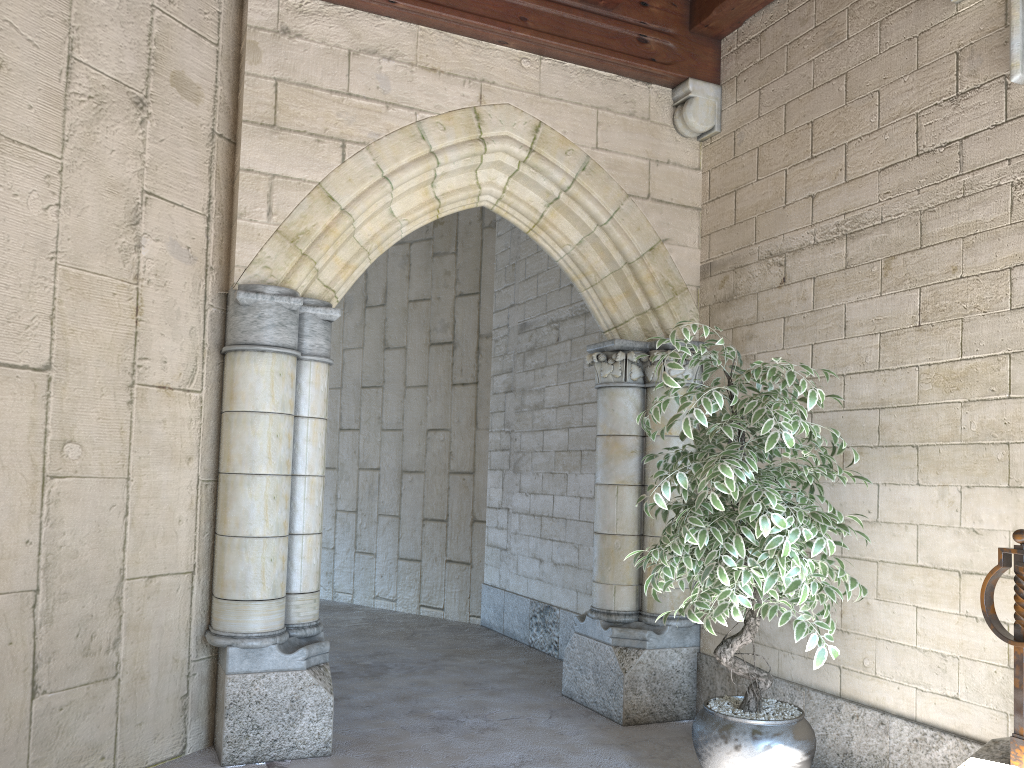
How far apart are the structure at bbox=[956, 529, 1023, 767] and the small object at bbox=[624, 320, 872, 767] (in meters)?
0.36

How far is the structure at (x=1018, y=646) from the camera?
2.3m

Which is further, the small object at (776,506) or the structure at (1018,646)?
the small object at (776,506)

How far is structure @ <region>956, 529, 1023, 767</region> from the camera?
2.29m

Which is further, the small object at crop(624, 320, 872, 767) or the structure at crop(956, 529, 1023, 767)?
the small object at crop(624, 320, 872, 767)

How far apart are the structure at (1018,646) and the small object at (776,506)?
0.4m

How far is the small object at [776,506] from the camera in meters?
2.6 m

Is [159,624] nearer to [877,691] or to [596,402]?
[877,691]
